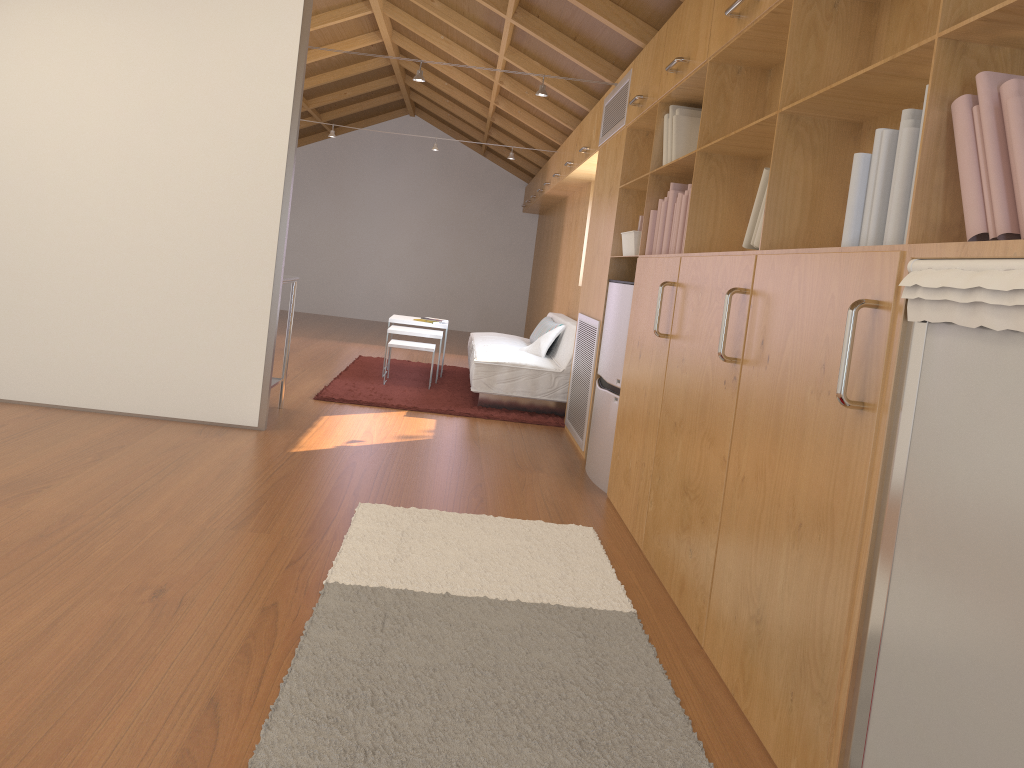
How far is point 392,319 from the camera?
7.3m

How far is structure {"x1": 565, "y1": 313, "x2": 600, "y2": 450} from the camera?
5.0m

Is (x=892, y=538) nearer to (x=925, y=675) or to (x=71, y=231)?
(x=925, y=675)

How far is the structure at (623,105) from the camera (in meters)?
4.81

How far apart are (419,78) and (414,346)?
2.1m

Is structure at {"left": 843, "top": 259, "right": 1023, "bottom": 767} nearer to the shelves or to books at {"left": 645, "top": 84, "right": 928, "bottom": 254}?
books at {"left": 645, "top": 84, "right": 928, "bottom": 254}

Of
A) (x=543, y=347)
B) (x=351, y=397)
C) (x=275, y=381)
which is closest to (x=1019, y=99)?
(x=275, y=381)

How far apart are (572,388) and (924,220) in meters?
4.0 m

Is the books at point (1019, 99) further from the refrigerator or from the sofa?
the sofa

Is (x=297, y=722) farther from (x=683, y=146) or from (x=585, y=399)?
(x=585, y=399)
